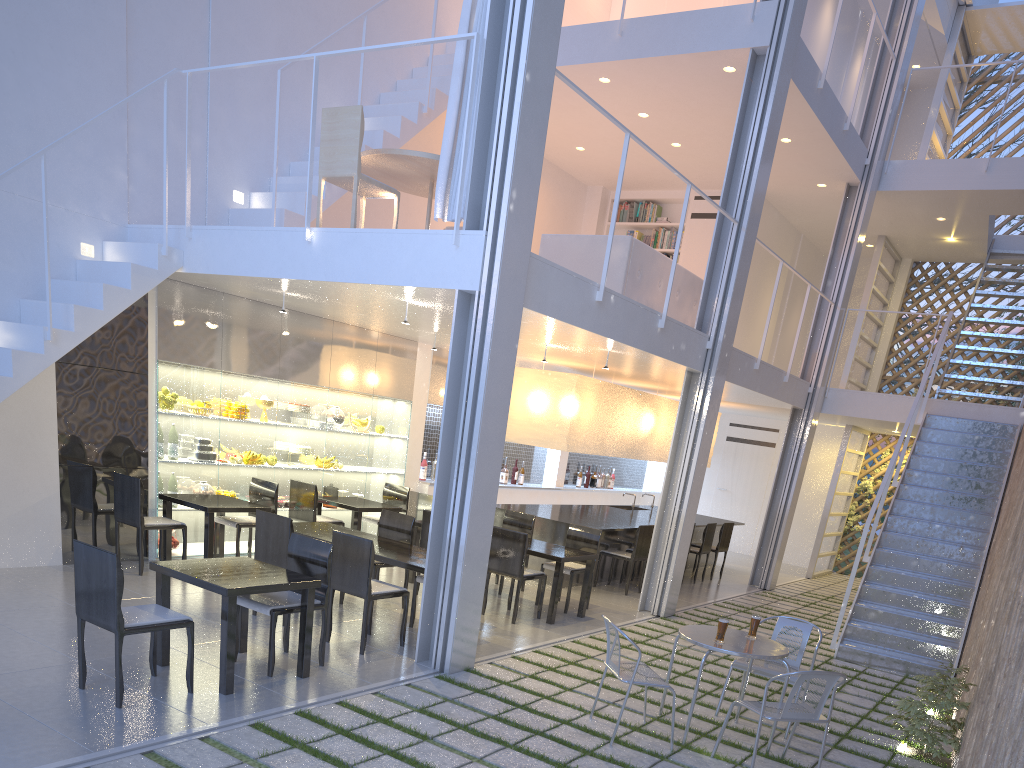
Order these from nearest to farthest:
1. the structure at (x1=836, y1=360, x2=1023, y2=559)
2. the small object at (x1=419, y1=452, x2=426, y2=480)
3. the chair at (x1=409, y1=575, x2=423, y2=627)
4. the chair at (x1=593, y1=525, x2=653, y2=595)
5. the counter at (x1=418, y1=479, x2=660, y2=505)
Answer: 1. the chair at (x1=409, y1=575, x2=423, y2=627)
2. the chair at (x1=593, y1=525, x2=653, y2=595)
3. the small object at (x1=419, y1=452, x2=426, y2=480)
4. the counter at (x1=418, y1=479, x2=660, y2=505)
5. the structure at (x1=836, y1=360, x2=1023, y2=559)

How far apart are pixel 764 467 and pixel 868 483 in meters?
0.9

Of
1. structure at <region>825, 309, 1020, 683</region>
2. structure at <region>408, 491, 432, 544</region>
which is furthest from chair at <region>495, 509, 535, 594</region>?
structure at <region>825, 309, 1020, 683</region>

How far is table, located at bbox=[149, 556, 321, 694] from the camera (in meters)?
2.27

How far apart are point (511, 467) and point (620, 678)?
4.3 meters

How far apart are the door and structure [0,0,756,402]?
4.5 meters

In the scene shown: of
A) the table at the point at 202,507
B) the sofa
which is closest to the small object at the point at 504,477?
the sofa

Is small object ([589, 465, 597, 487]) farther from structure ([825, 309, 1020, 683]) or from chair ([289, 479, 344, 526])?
chair ([289, 479, 344, 526])

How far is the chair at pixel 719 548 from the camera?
5.9 meters

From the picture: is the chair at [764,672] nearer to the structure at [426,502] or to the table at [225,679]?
the table at [225,679]
